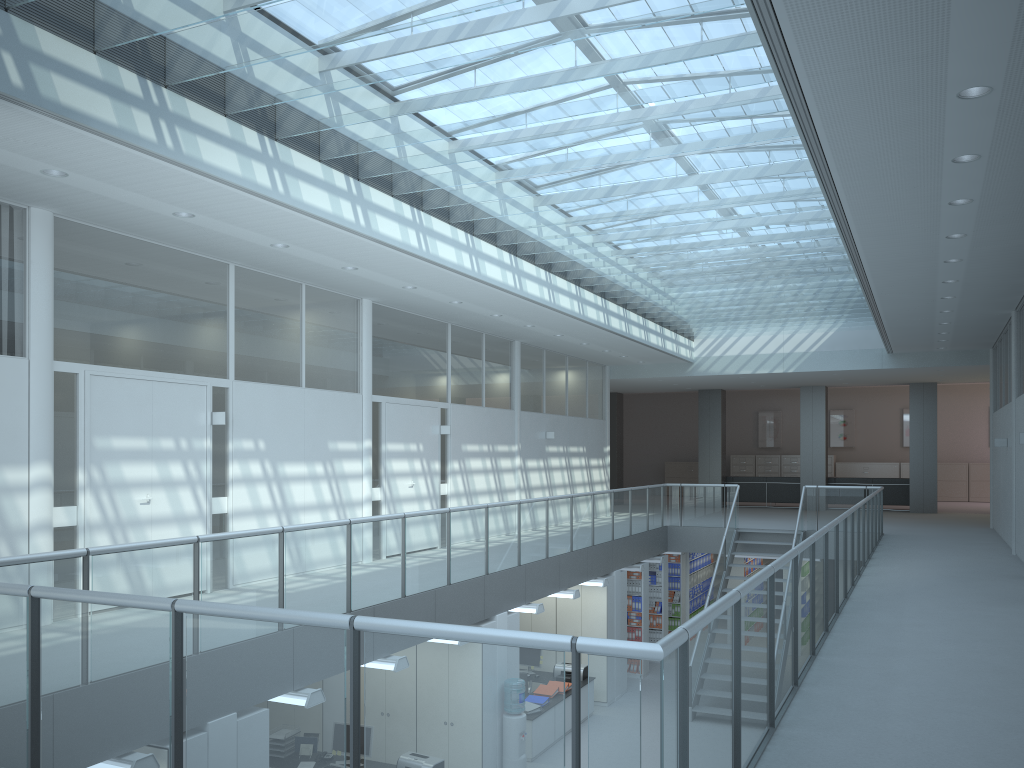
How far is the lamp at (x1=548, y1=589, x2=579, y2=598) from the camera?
10.89m

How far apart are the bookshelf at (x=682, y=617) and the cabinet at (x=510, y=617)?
7.3 meters

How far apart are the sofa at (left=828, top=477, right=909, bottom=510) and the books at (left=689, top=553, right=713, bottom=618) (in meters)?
4.11

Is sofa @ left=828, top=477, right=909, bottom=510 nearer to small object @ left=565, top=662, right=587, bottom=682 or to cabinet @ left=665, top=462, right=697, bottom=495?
cabinet @ left=665, top=462, right=697, bottom=495

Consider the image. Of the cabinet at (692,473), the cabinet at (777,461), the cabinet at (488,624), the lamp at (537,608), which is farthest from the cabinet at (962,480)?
the cabinet at (488,624)

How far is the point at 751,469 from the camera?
25.41m

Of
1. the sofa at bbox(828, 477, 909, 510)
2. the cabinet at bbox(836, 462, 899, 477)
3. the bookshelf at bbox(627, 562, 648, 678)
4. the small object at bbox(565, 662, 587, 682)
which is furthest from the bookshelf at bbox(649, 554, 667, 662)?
the cabinet at bbox(836, 462, 899, 477)

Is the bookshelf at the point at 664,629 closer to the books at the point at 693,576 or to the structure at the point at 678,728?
the structure at the point at 678,728

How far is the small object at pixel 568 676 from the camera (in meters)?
11.73

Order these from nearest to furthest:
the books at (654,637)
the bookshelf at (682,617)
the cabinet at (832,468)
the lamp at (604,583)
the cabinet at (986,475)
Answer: the lamp at (604,583) < the books at (654,637) < the bookshelf at (682,617) < the cabinet at (986,475) < the cabinet at (832,468)
